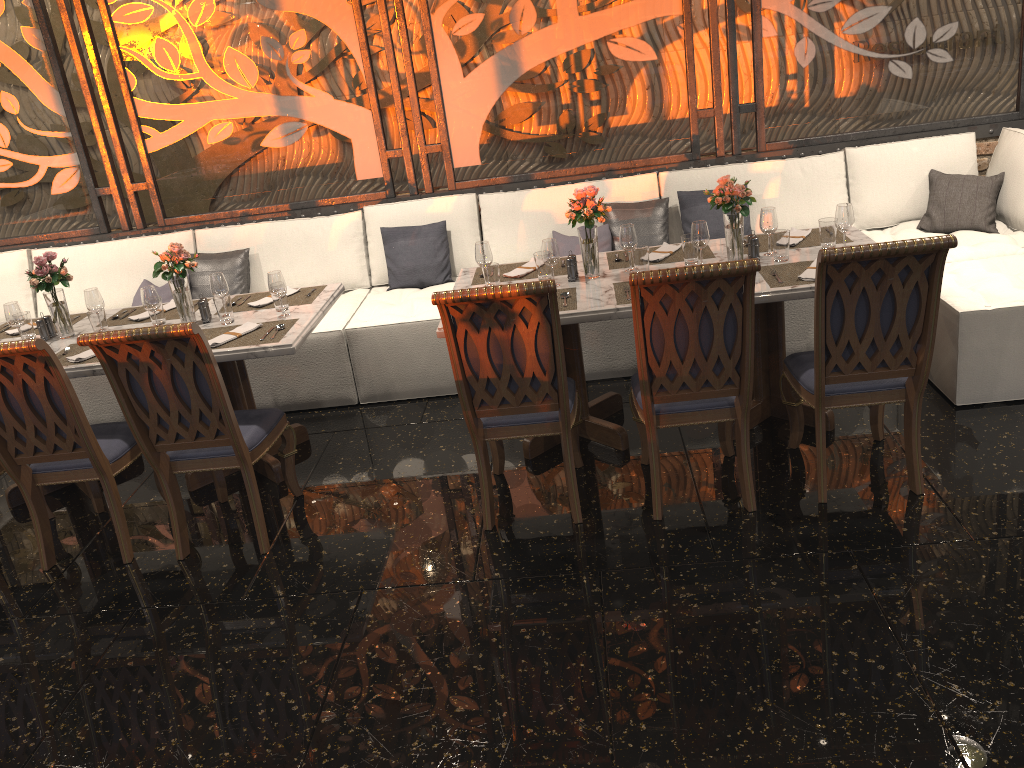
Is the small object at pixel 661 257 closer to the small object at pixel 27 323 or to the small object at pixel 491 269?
the small object at pixel 491 269

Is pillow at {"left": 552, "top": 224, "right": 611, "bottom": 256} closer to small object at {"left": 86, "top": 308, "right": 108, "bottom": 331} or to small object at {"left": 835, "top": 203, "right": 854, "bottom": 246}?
small object at {"left": 835, "top": 203, "right": 854, "bottom": 246}

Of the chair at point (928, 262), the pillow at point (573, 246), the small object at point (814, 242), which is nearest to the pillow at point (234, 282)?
the pillow at point (573, 246)

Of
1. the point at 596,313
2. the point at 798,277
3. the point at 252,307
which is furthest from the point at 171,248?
the point at 798,277

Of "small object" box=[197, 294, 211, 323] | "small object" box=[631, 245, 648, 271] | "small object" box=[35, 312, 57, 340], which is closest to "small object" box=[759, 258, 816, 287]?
"small object" box=[631, 245, 648, 271]

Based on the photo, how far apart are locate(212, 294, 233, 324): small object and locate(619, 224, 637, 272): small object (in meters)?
1.82

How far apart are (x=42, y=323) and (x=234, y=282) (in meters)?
1.33

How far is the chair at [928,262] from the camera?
3.0 meters

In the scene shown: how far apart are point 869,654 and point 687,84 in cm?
368

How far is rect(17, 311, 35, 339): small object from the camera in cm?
429
